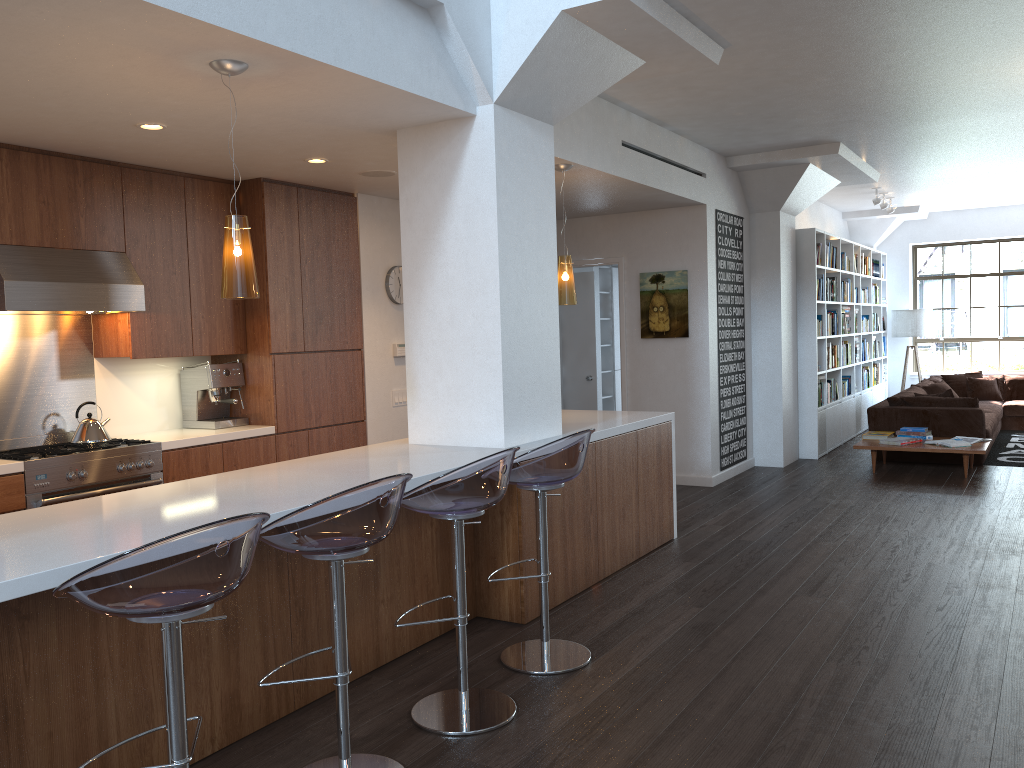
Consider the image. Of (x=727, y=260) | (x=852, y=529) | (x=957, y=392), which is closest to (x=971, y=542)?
(x=852, y=529)

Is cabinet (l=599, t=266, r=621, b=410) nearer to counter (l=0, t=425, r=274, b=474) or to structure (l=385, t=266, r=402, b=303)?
structure (l=385, t=266, r=402, b=303)

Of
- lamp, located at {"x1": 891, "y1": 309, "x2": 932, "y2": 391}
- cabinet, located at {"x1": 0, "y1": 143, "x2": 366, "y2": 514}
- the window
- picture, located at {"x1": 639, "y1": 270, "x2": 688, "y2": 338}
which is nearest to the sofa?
lamp, located at {"x1": 891, "y1": 309, "x2": 932, "y2": 391}

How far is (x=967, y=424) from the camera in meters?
8.6 m

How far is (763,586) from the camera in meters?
4.9

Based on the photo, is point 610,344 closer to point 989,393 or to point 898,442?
point 898,442

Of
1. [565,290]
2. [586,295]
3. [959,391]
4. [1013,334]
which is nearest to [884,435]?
[586,295]

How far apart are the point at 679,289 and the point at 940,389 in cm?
440

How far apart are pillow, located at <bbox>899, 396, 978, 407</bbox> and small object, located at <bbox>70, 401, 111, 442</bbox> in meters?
7.5

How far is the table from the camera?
7.8m
